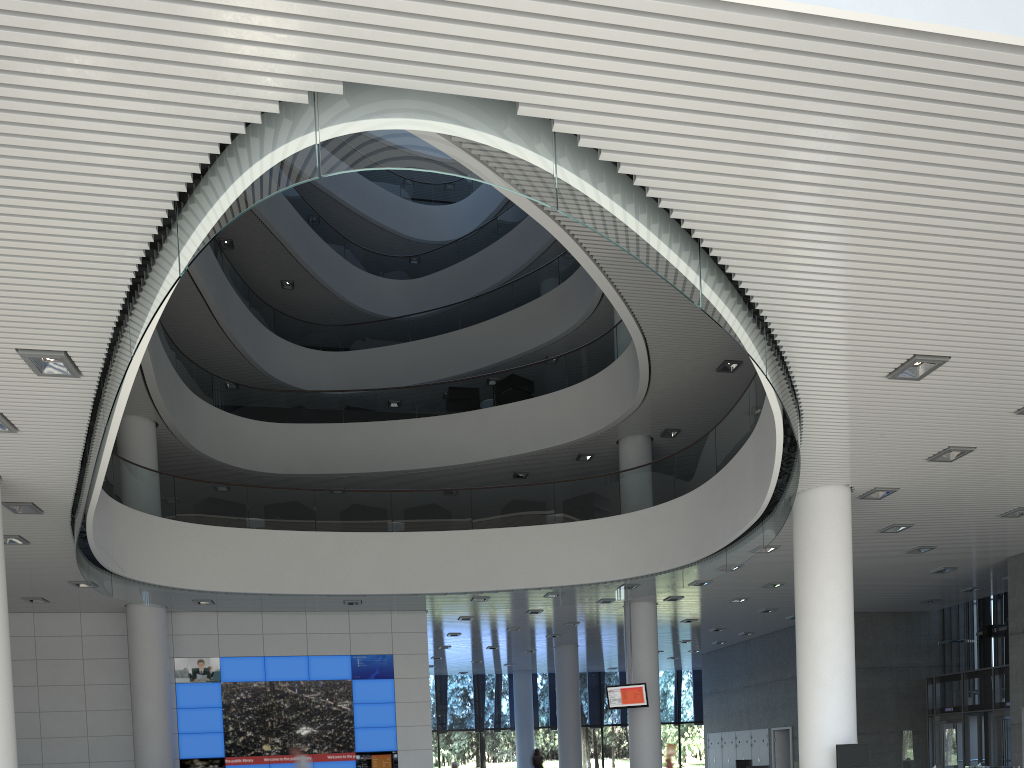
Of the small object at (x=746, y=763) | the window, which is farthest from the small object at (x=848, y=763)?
the window

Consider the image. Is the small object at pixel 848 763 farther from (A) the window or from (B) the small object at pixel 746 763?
(A) the window

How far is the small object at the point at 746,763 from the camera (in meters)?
9.82

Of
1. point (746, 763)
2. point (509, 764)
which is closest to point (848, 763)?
point (746, 763)

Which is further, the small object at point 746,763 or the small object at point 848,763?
the small object at point 746,763

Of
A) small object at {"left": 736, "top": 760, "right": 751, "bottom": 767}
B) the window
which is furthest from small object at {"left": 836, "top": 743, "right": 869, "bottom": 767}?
the window

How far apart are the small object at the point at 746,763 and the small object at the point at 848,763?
4.5m

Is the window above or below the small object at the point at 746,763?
above

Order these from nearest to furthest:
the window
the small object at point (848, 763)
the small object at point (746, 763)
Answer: the small object at point (848, 763), the small object at point (746, 763), the window

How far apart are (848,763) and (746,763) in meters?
4.6 m
